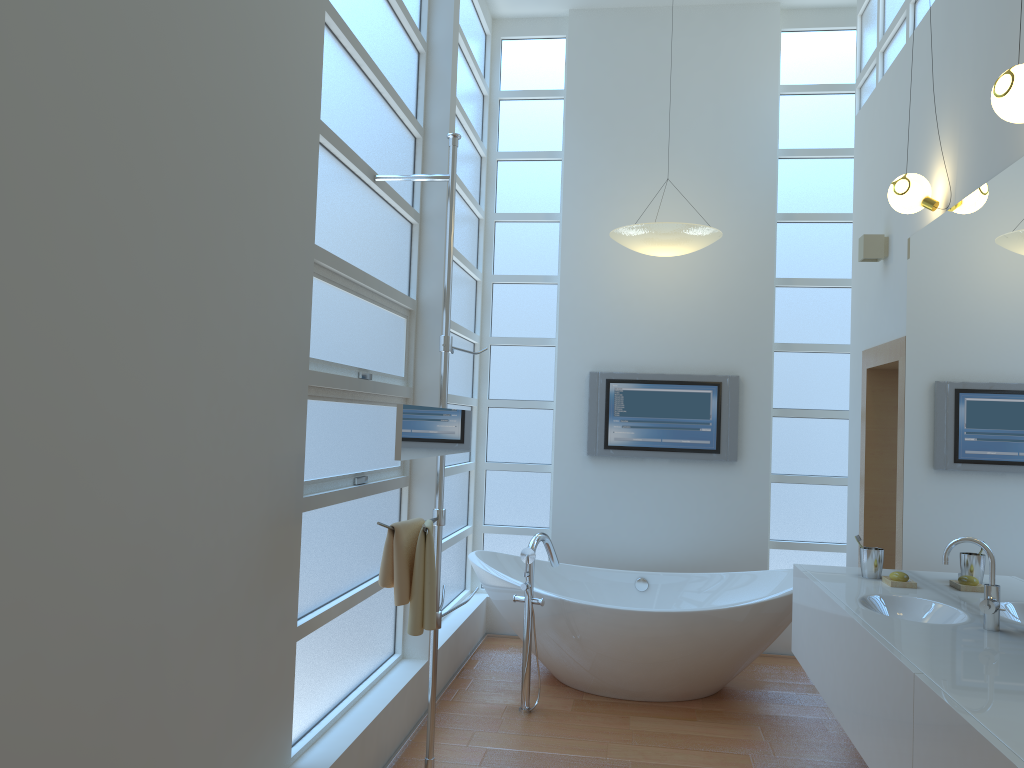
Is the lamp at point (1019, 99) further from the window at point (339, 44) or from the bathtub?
the bathtub

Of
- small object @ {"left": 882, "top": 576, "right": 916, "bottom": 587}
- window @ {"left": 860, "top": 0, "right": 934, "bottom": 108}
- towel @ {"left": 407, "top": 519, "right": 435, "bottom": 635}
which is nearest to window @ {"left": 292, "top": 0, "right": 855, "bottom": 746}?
towel @ {"left": 407, "top": 519, "right": 435, "bottom": 635}

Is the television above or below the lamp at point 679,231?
below

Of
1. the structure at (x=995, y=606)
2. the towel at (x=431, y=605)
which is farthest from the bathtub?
the structure at (x=995, y=606)

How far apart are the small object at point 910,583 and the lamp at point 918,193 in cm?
143

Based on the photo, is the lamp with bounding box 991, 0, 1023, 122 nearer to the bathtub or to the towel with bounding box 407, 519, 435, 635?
the towel with bounding box 407, 519, 435, 635

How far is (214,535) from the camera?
2.2 meters

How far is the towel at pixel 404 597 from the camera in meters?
2.9

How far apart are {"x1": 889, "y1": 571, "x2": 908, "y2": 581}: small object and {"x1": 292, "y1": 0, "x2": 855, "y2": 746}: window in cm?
198

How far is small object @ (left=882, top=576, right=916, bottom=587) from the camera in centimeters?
333cm
